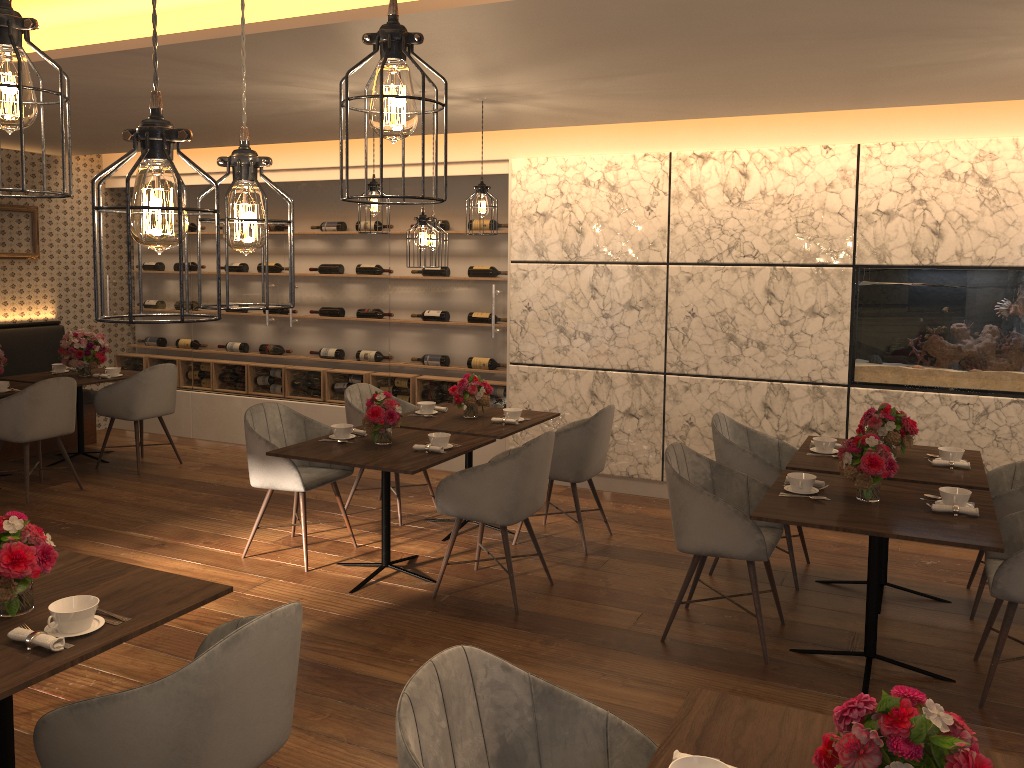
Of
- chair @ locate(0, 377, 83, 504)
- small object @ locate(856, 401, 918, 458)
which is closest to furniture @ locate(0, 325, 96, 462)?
chair @ locate(0, 377, 83, 504)

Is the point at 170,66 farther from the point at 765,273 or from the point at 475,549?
the point at 765,273

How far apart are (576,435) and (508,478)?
0.95m

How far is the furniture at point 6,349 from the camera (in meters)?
7.71

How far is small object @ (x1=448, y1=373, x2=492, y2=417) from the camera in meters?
5.6

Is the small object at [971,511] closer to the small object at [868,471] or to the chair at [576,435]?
the small object at [868,471]

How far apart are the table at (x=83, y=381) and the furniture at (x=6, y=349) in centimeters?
45cm

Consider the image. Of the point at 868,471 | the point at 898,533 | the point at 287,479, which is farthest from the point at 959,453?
the point at 287,479

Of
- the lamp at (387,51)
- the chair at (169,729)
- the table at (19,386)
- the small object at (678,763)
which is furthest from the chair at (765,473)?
the table at (19,386)

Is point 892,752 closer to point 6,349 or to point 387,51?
point 387,51
